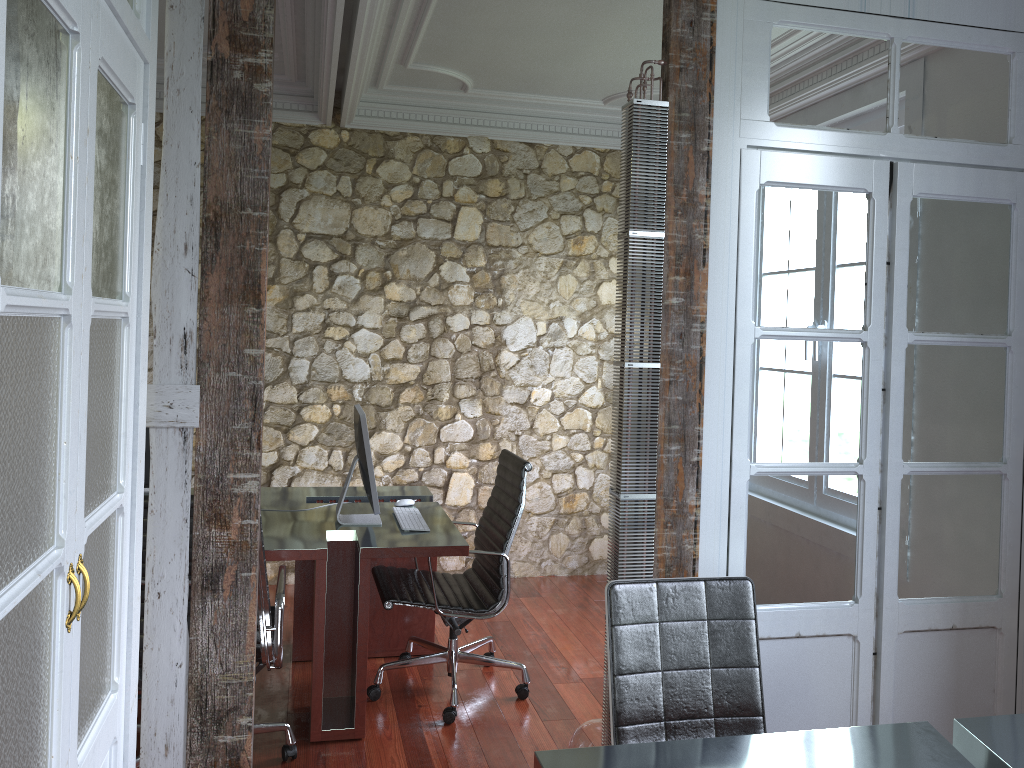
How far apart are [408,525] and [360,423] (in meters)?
0.49

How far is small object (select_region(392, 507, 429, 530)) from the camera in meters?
3.7 m

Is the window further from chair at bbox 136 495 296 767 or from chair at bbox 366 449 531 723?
chair at bbox 136 495 296 767

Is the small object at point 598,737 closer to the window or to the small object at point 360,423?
the small object at point 360,423

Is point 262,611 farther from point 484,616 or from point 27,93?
point 27,93

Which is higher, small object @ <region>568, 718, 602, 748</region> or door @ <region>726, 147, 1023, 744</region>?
door @ <region>726, 147, 1023, 744</region>

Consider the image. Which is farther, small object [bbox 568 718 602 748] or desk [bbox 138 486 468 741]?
desk [bbox 138 486 468 741]

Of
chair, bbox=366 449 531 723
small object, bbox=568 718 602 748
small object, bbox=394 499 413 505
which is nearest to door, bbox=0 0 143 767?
small object, bbox=568 718 602 748

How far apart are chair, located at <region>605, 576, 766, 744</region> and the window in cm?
246

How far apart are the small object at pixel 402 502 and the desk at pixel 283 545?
0.06m
